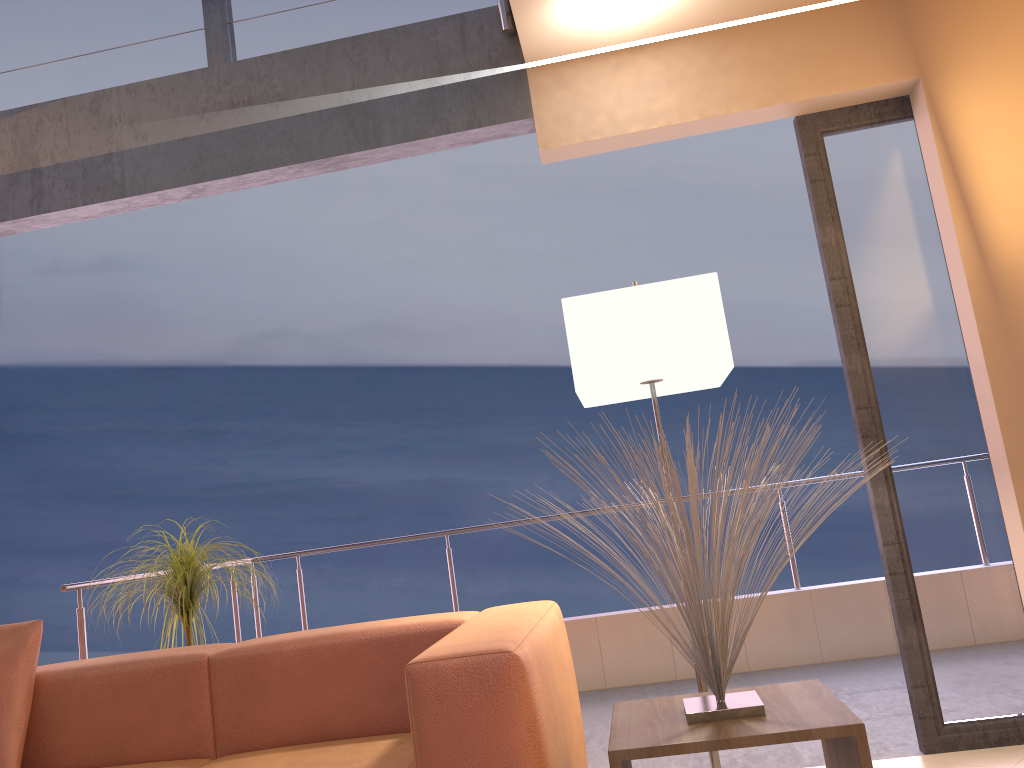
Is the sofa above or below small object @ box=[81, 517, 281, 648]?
below

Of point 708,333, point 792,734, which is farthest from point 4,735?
point 708,333

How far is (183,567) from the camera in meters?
3.2

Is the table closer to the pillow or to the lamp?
the lamp

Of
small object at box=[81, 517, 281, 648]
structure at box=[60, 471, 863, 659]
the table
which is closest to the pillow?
small object at box=[81, 517, 281, 648]

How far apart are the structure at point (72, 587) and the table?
2.3 meters

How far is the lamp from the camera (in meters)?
2.52

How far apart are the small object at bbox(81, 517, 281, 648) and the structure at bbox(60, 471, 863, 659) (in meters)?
0.29

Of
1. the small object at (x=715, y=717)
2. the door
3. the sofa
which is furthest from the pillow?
the door

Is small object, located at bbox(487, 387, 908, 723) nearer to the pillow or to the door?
the door
